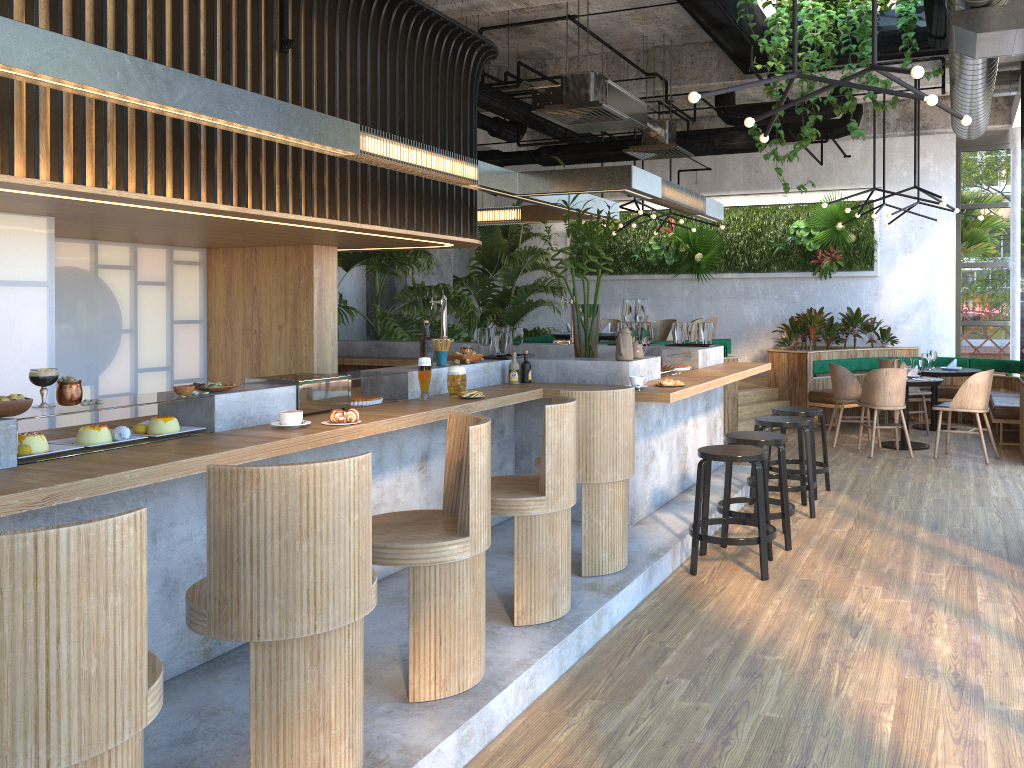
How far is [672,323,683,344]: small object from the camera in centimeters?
782cm

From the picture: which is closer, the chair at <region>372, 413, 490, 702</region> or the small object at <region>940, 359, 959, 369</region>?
the chair at <region>372, 413, 490, 702</region>

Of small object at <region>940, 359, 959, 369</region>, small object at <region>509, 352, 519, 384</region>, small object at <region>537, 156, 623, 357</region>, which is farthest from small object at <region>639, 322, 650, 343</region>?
small object at <region>940, 359, 959, 369</region>

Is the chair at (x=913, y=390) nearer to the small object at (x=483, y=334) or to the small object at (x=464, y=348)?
the small object at (x=483, y=334)

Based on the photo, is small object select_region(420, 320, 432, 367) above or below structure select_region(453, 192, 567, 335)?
below

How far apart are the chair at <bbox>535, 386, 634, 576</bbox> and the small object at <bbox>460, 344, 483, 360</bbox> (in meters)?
1.31

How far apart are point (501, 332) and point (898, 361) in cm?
548

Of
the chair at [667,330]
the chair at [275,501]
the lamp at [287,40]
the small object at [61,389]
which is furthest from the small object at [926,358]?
the small object at [61,389]

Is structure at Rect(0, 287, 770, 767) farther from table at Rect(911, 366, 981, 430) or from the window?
the window

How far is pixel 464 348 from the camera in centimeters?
569cm
